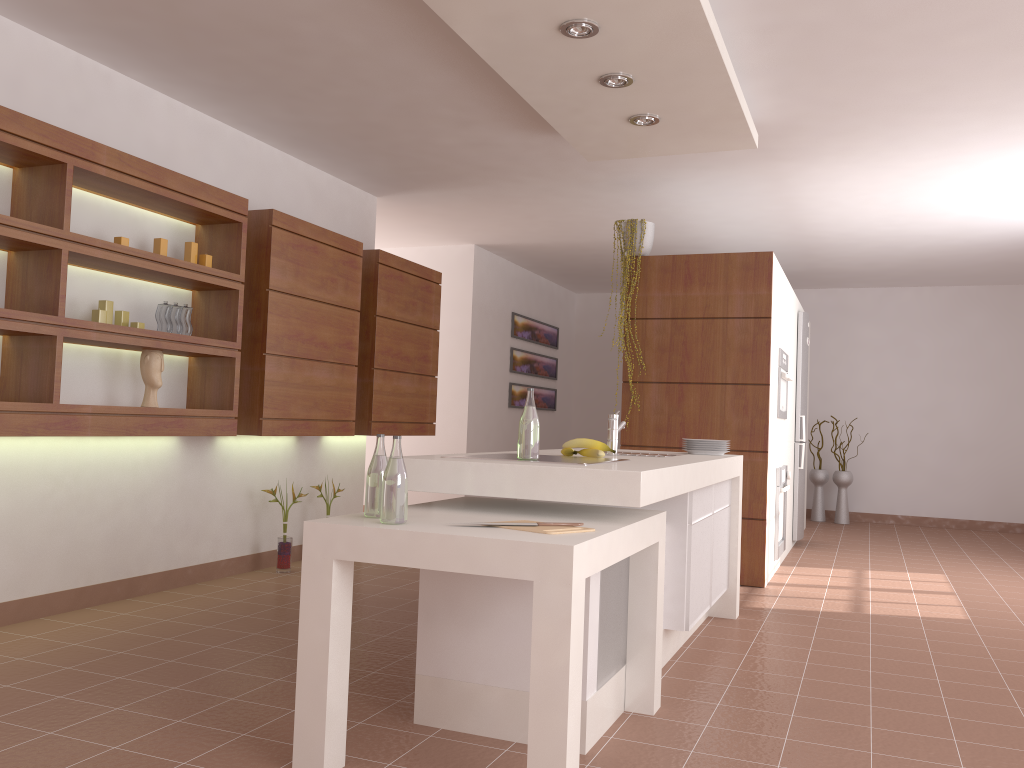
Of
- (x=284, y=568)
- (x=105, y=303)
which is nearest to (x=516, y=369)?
(x=284, y=568)

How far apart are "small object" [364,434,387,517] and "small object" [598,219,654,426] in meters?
3.4 m

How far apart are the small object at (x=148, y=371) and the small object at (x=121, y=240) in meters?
0.5

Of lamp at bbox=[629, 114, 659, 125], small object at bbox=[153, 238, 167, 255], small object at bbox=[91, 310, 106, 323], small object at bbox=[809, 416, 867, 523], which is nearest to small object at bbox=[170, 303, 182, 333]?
small object at bbox=[153, 238, 167, 255]

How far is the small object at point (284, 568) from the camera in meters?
5.1 m

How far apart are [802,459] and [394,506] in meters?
5.5 m

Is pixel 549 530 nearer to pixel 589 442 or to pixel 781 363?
pixel 589 442

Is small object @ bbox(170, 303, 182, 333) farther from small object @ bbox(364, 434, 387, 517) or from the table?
small object @ bbox(364, 434, 387, 517)

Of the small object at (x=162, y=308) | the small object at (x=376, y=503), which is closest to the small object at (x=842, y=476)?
the small object at (x=162, y=308)

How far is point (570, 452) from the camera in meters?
3.4 m
